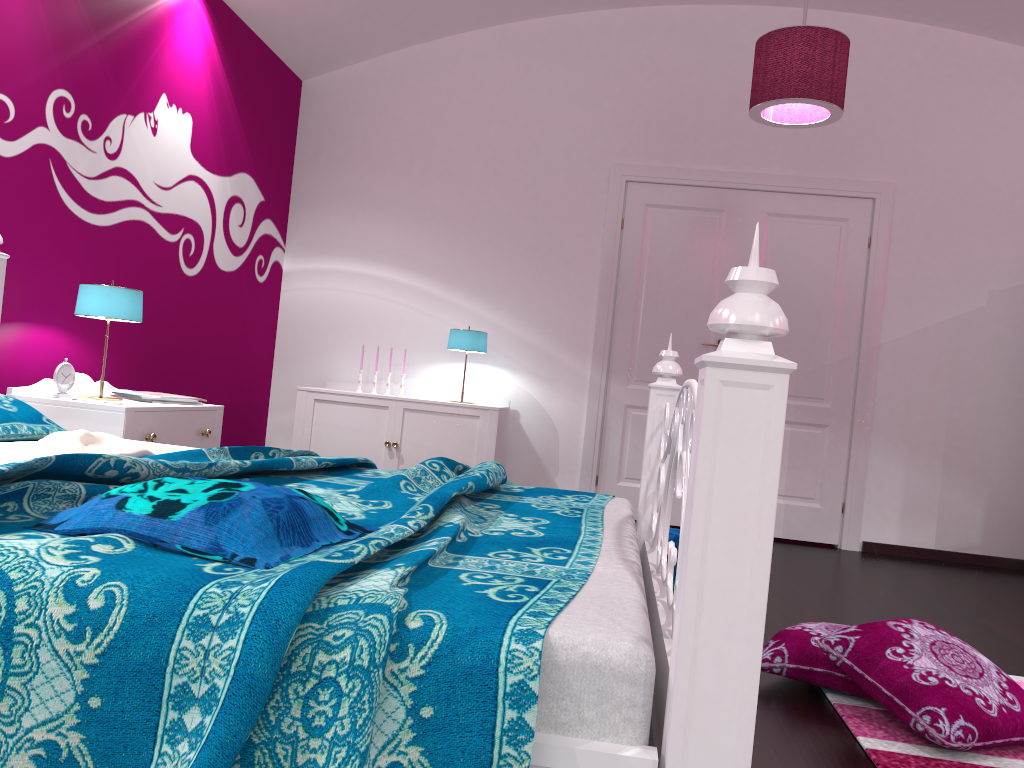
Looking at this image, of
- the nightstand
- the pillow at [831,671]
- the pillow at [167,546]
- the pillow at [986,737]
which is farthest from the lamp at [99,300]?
the pillow at [986,737]

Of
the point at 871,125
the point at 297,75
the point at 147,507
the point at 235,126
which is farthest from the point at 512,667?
the point at 297,75

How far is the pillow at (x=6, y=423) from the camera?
2.33m

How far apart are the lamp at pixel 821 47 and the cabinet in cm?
197

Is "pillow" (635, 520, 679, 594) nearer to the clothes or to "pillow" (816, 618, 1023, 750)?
"pillow" (816, 618, 1023, 750)

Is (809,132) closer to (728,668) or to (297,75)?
(297,75)

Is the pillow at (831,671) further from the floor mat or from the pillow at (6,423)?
the pillow at (6,423)

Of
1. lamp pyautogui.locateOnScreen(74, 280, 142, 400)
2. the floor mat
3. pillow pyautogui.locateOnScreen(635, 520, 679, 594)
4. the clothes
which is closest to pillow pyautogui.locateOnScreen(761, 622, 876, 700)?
the floor mat

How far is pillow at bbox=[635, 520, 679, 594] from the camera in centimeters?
261cm

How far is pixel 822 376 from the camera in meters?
5.1
